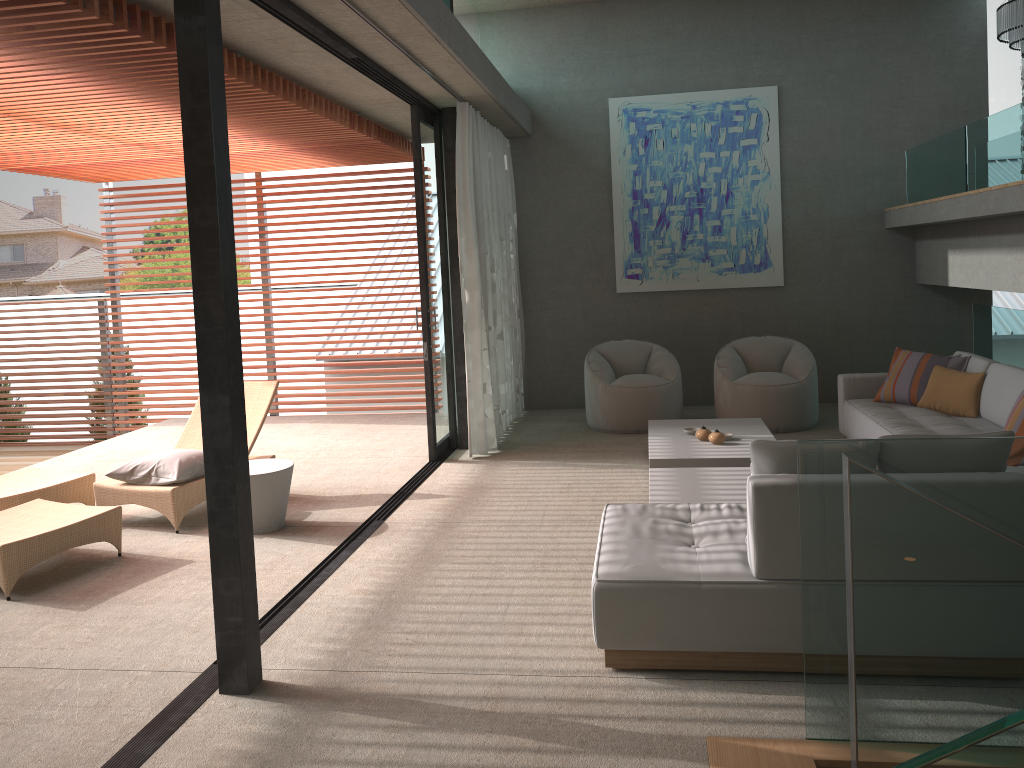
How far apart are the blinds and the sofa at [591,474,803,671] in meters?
3.2 m

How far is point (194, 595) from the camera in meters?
4.6 m

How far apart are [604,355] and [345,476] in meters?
2.9

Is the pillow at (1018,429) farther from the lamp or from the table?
the lamp

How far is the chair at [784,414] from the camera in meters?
7.8 m

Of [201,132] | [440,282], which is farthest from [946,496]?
[440,282]

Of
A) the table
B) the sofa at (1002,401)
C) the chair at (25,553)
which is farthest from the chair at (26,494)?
the sofa at (1002,401)

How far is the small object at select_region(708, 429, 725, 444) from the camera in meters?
6.2 m

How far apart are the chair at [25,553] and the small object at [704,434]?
3.1m

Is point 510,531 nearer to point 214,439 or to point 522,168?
point 214,439
